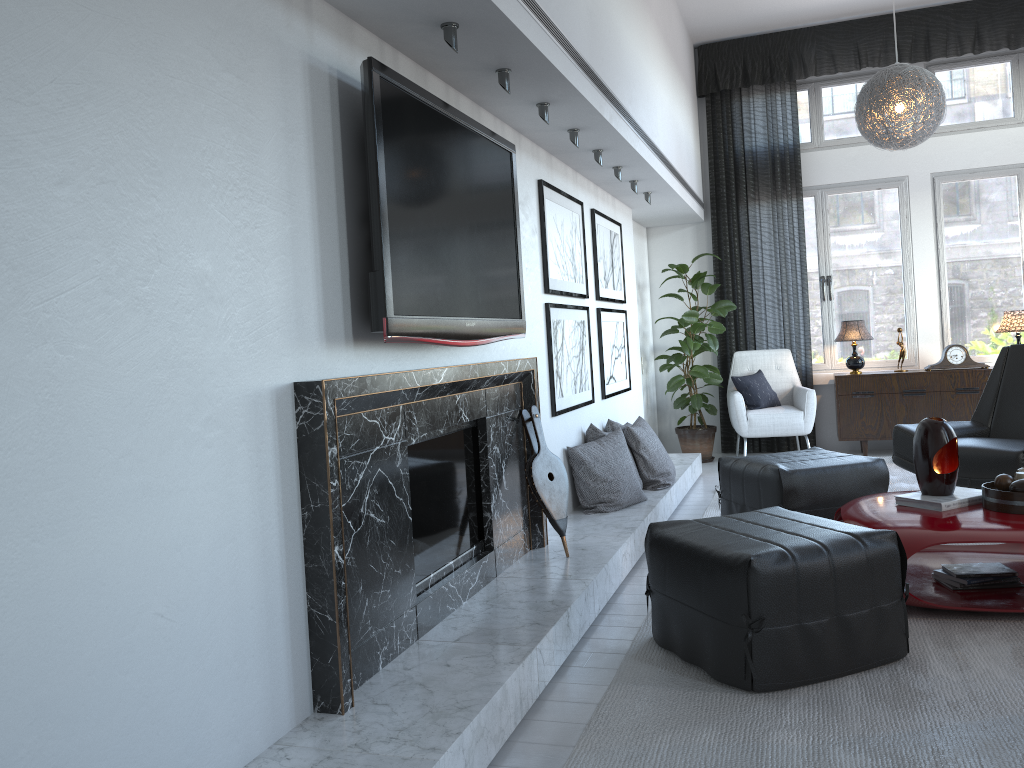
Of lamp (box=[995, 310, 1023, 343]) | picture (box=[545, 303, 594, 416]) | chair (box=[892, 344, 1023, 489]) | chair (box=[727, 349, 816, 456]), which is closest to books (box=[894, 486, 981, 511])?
chair (box=[892, 344, 1023, 489])

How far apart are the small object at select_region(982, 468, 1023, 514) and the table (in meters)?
0.02

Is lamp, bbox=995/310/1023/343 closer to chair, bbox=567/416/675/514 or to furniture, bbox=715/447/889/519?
furniture, bbox=715/447/889/519

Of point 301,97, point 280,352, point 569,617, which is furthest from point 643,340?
point 280,352

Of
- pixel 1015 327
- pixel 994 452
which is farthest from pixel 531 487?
pixel 1015 327

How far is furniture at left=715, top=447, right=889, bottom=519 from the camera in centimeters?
384cm

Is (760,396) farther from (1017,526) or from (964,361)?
(1017,526)

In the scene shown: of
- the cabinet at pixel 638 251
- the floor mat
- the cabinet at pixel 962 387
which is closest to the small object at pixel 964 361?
the cabinet at pixel 962 387

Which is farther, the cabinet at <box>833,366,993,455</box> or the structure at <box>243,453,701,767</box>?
the cabinet at <box>833,366,993,455</box>

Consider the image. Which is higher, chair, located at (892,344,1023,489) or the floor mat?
chair, located at (892,344,1023,489)
